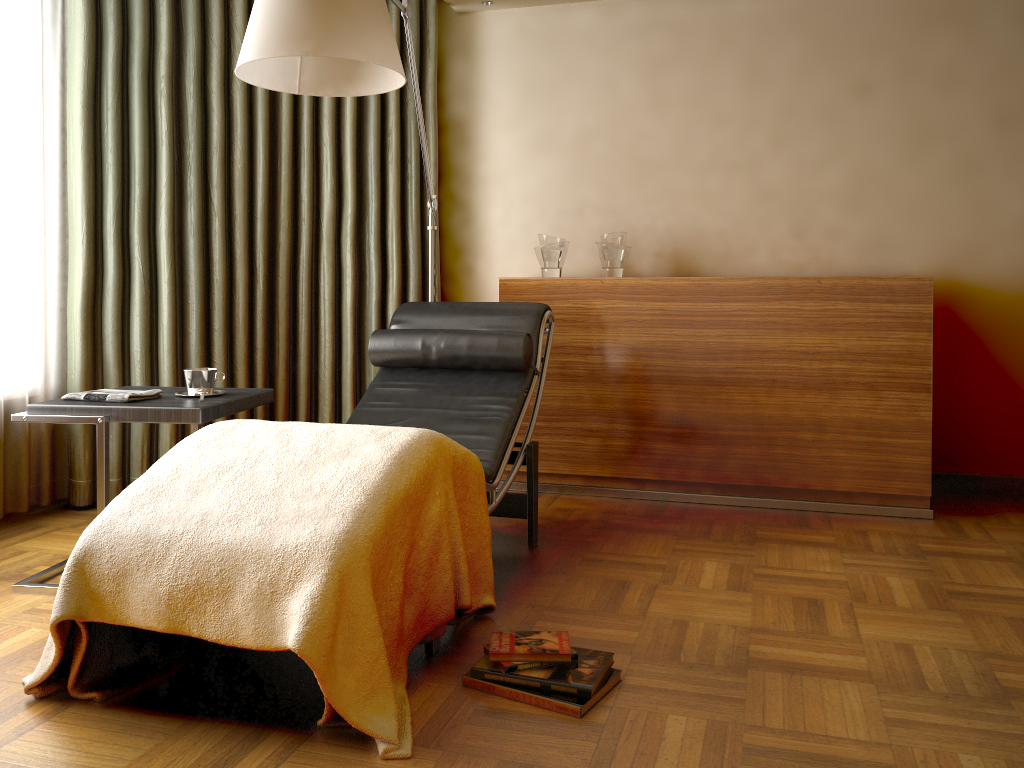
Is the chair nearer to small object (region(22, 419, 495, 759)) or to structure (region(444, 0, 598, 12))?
small object (region(22, 419, 495, 759))

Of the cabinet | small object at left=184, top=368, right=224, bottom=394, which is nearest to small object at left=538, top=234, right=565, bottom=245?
the cabinet

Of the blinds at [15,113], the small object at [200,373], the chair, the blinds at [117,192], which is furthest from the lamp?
the blinds at [15,113]

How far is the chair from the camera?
2.78m

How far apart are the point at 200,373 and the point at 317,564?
1.19m

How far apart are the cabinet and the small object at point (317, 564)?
1.33m

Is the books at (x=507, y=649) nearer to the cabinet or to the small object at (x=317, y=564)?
the small object at (x=317, y=564)

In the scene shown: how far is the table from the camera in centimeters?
242cm

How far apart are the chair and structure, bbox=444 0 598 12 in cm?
157

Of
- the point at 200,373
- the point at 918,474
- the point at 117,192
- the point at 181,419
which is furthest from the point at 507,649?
the point at 117,192
